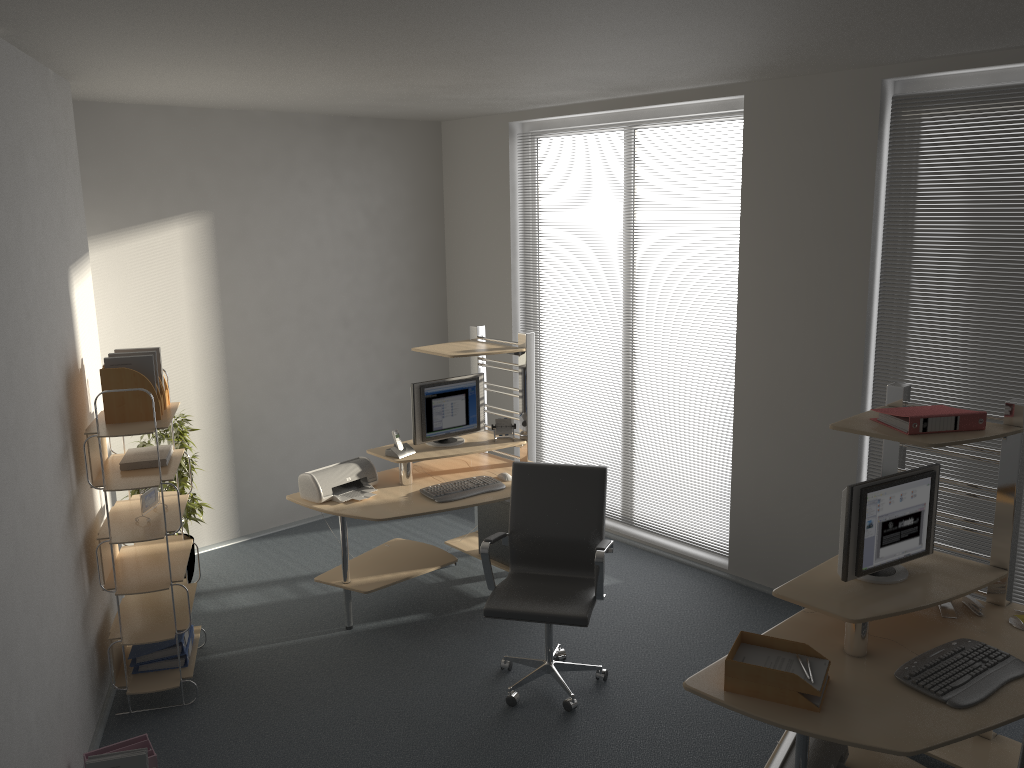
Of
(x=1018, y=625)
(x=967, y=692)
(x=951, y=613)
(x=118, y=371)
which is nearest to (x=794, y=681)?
(x=967, y=692)

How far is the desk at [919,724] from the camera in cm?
277

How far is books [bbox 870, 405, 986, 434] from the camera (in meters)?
3.31

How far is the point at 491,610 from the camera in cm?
406

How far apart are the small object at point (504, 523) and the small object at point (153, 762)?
2.4 meters

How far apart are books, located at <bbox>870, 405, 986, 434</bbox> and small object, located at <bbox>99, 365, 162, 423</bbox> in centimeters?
318cm

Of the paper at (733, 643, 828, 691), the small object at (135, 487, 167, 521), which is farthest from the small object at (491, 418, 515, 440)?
the paper at (733, 643, 828, 691)

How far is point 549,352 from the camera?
6.6m

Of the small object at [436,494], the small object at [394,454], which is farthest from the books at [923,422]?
the small object at [394,454]

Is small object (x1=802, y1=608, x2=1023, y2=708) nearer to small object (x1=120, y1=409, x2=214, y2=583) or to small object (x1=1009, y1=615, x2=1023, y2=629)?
small object (x1=1009, y1=615, x2=1023, y2=629)
